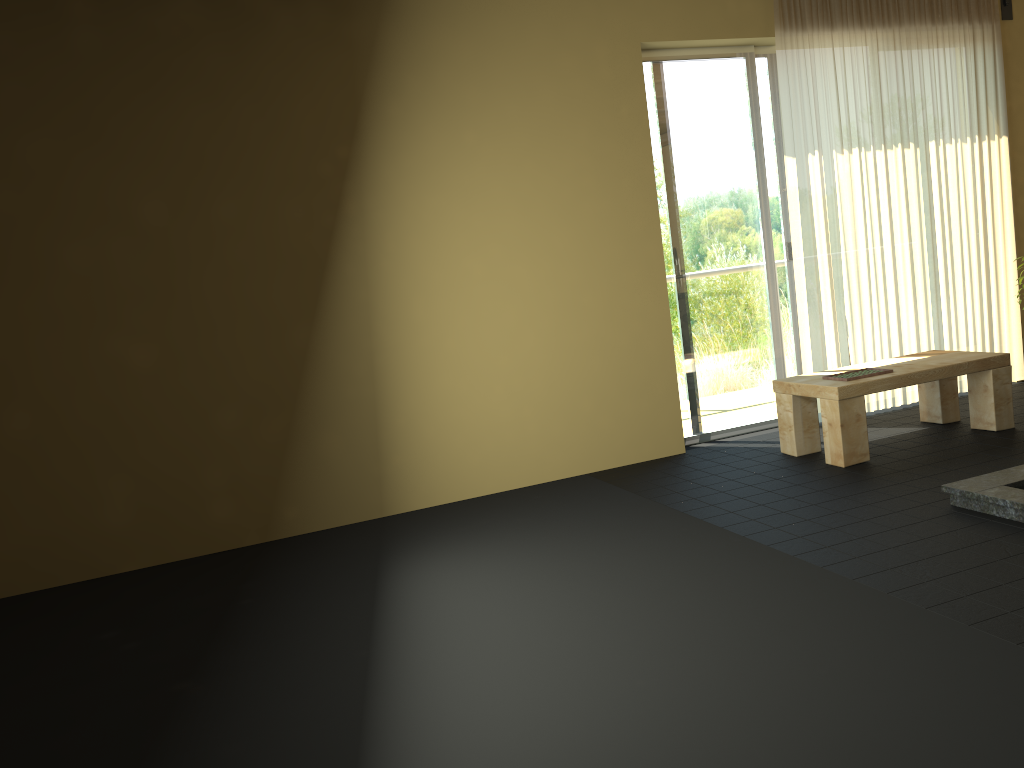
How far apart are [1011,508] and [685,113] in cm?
290

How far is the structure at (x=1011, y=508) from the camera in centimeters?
329cm

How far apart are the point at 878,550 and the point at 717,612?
0.76m

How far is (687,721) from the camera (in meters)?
2.18

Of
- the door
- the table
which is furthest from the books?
the door

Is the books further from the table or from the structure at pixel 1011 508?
the structure at pixel 1011 508

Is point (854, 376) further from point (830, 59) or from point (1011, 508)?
point (830, 59)

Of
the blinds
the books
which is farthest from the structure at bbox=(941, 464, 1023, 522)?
the blinds

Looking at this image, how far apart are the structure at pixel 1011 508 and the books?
0.9m

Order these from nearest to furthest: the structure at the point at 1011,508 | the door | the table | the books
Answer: the structure at the point at 1011,508
the table
the books
the door
